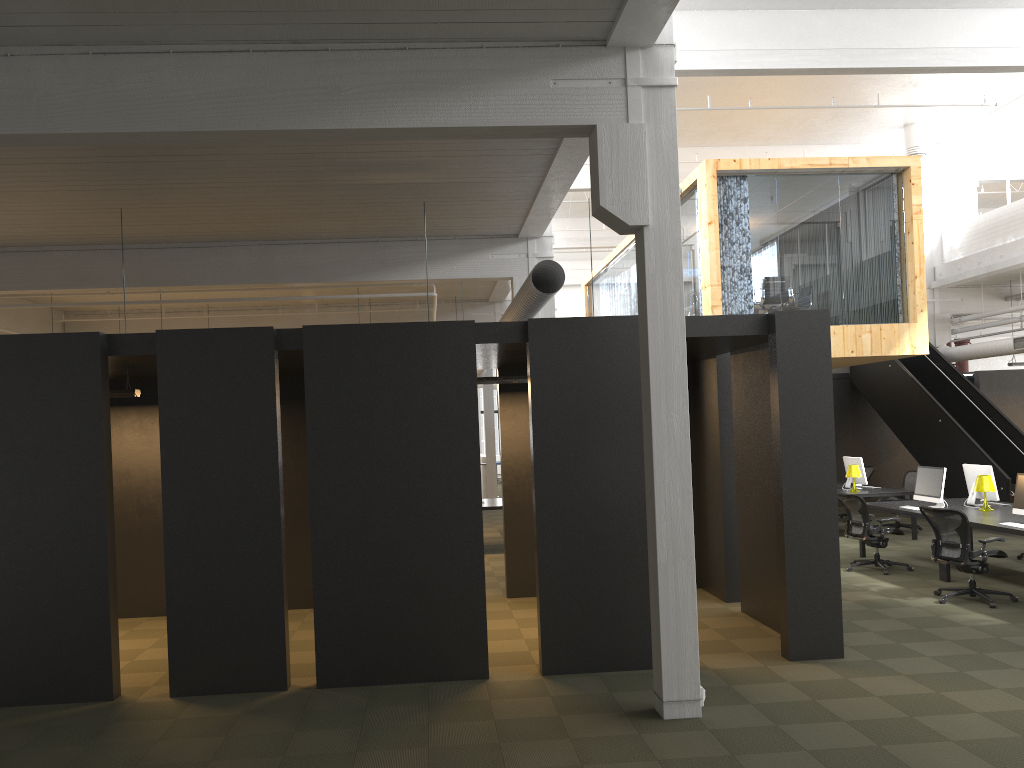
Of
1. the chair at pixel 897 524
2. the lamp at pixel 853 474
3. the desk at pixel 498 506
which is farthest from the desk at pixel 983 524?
the desk at pixel 498 506

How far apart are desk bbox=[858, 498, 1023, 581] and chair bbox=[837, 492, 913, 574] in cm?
27

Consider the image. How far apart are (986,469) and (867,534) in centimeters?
178cm

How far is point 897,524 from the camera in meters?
14.9

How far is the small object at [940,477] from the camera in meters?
11.2

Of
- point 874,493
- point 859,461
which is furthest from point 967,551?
point 859,461

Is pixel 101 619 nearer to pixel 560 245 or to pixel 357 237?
pixel 357 237

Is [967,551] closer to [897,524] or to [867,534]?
[867,534]

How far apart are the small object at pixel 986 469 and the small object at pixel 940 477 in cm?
41

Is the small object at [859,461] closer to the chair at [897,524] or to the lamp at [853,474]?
the lamp at [853,474]
